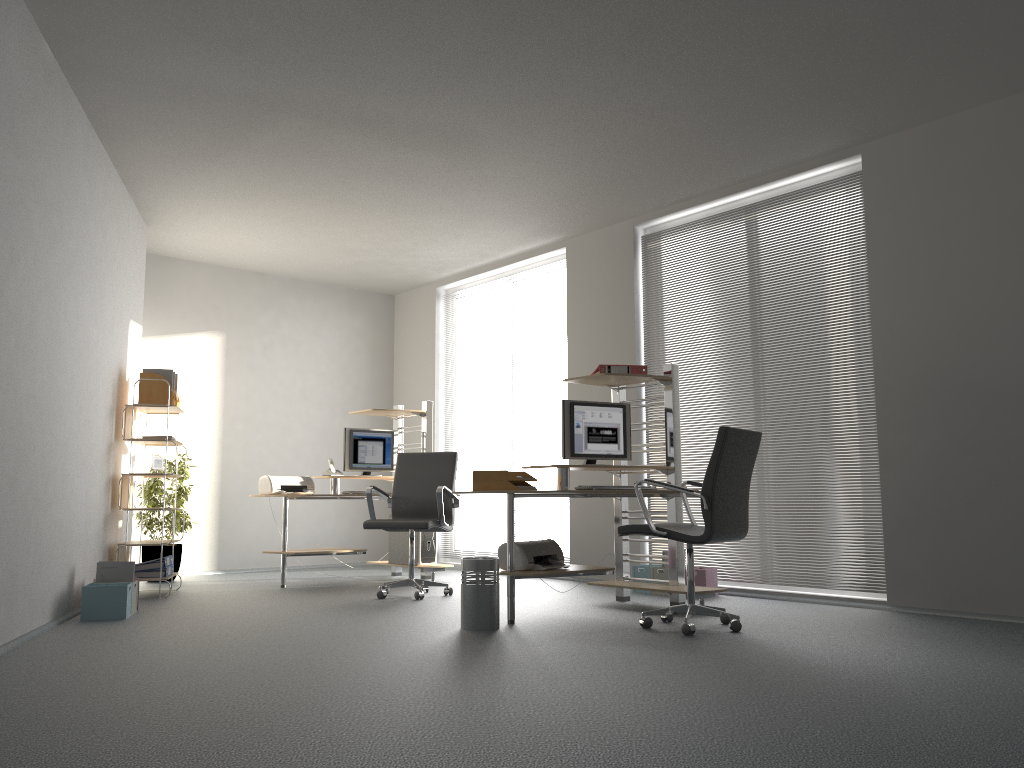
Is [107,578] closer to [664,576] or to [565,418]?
[565,418]

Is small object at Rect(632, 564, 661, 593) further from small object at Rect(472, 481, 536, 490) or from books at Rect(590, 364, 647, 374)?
small object at Rect(472, 481, 536, 490)

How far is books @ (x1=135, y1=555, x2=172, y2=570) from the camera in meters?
6.5

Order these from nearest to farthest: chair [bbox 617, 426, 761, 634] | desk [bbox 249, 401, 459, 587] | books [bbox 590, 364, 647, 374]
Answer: chair [bbox 617, 426, 761, 634], books [bbox 590, 364, 647, 374], desk [bbox 249, 401, 459, 587]

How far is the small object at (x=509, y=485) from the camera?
5.0m

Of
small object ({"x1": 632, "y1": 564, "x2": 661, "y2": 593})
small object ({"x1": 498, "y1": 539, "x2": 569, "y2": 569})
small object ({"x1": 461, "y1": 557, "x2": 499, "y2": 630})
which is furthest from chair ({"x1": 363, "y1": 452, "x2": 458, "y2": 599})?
small object ({"x1": 632, "y1": 564, "x2": 661, "y2": 593})

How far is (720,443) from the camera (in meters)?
4.49

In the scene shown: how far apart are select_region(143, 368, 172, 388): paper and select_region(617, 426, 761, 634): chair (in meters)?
3.82

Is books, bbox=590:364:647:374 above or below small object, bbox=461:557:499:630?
above

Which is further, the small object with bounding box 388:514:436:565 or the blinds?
the small object with bounding box 388:514:436:565
